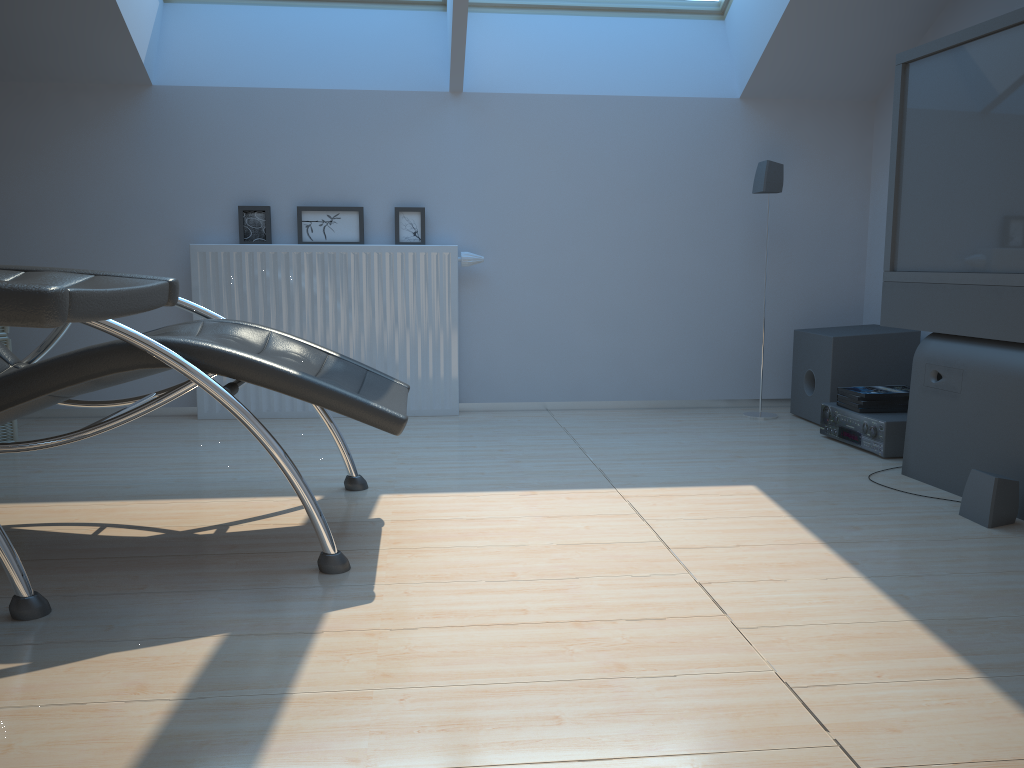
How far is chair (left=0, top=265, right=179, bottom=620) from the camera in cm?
110

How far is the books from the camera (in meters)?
3.43

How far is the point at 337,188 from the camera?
4.1m

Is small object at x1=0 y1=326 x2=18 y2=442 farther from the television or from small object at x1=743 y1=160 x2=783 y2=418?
the television

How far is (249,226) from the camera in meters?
4.1

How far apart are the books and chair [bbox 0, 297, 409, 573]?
1.8m

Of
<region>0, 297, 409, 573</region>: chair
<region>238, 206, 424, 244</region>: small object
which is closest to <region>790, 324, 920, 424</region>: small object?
<region>238, 206, 424, 244</region>: small object

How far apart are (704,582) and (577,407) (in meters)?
2.38

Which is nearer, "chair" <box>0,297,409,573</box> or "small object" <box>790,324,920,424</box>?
"chair" <box>0,297,409,573</box>

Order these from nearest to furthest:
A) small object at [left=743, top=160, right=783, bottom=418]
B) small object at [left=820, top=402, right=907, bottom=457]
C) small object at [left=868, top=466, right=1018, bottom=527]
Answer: small object at [left=868, top=466, right=1018, bottom=527]
small object at [left=820, top=402, right=907, bottom=457]
small object at [left=743, top=160, right=783, bottom=418]
